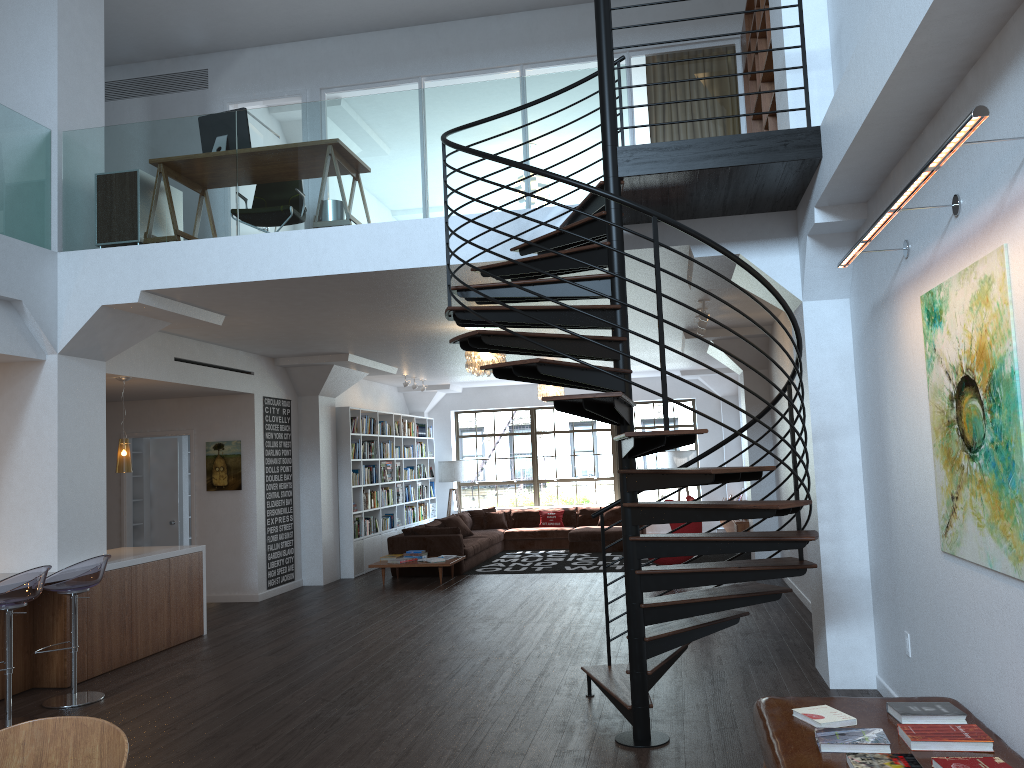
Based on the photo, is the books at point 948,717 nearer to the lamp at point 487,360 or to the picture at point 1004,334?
the picture at point 1004,334

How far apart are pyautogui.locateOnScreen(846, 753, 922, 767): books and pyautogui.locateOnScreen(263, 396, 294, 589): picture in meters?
8.9 m

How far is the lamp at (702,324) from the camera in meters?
8.9 m

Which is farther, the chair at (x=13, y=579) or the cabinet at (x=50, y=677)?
the cabinet at (x=50, y=677)

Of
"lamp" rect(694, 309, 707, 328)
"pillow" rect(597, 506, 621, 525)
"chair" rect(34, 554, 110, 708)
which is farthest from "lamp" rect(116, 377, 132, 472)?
"pillow" rect(597, 506, 621, 525)

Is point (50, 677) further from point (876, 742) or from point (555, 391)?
point (555, 391)

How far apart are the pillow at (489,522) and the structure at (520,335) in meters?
9.8 m

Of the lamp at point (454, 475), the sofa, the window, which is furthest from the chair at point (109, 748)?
the window

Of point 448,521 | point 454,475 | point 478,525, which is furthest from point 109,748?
point 454,475

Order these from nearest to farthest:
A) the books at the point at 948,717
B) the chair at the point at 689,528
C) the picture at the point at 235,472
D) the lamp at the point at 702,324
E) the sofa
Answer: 1. the books at the point at 948,717
2. the lamp at the point at 702,324
3. the picture at the point at 235,472
4. the chair at the point at 689,528
5. the sofa
